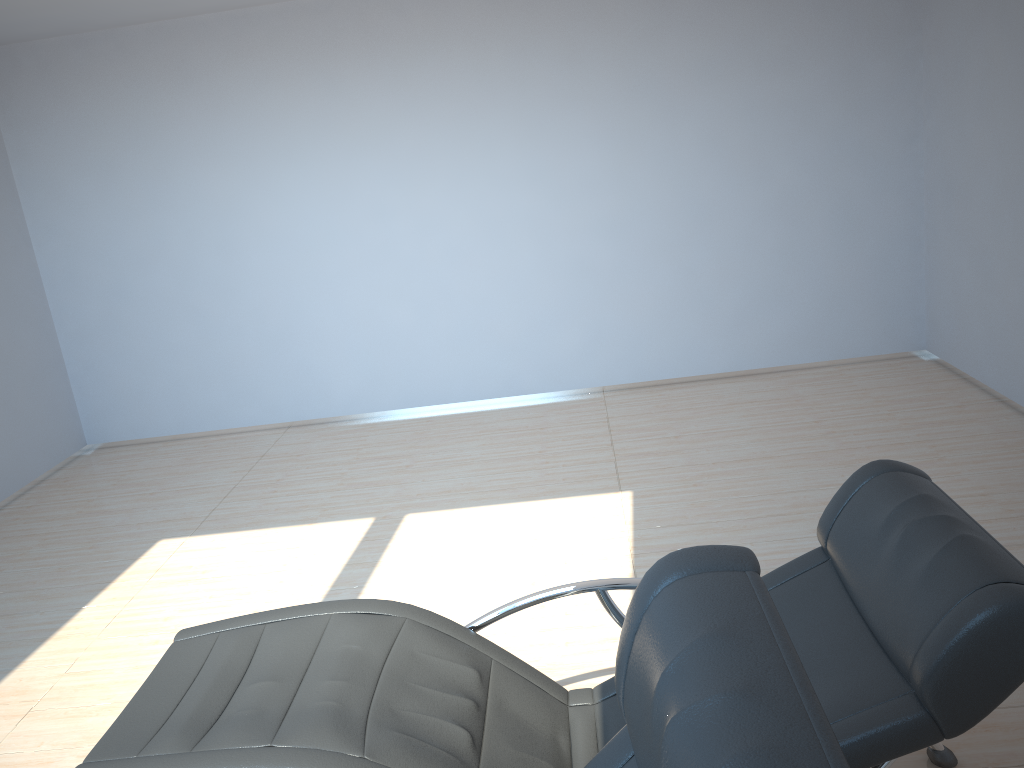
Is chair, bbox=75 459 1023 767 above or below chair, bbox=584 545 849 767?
below

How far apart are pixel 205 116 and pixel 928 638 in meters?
5.8 m

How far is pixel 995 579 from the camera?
1.7m

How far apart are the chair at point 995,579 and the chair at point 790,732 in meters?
0.5 m

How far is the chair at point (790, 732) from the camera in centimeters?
90cm

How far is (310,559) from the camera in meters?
4.4

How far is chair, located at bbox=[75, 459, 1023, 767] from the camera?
1.67m

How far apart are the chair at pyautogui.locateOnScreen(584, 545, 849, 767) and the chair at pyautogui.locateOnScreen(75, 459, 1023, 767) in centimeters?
55cm

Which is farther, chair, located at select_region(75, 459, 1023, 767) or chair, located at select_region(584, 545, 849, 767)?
chair, located at select_region(75, 459, 1023, 767)
